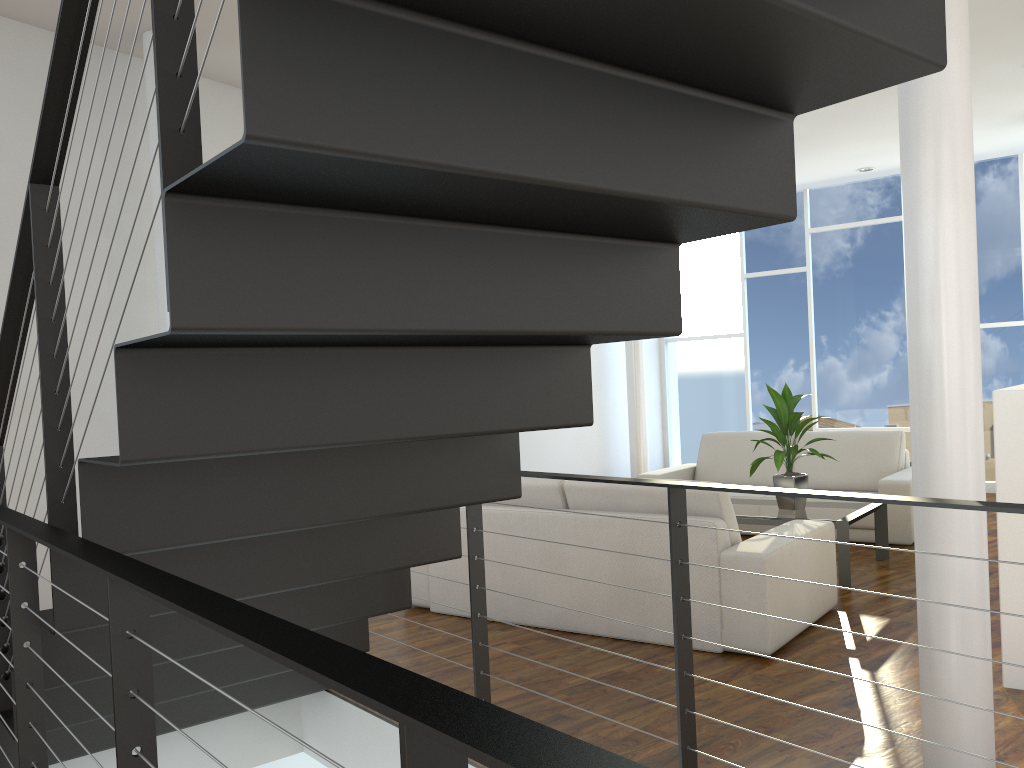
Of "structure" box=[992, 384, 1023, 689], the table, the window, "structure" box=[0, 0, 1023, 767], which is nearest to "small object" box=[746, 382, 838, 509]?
the table

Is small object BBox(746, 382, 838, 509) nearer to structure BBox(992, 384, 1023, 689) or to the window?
structure BBox(992, 384, 1023, 689)

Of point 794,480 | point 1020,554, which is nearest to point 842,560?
point 794,480

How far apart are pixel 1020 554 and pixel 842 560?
1.32m

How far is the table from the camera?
3.8 meters

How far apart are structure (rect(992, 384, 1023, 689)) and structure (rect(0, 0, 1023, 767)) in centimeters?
126cm

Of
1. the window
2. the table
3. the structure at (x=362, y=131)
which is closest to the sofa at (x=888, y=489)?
the table

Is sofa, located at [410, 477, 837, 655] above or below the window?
below

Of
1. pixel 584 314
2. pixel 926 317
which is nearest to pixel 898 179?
pixel 926 317

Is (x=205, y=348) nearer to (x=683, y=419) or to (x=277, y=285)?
(x=277, y=285)
